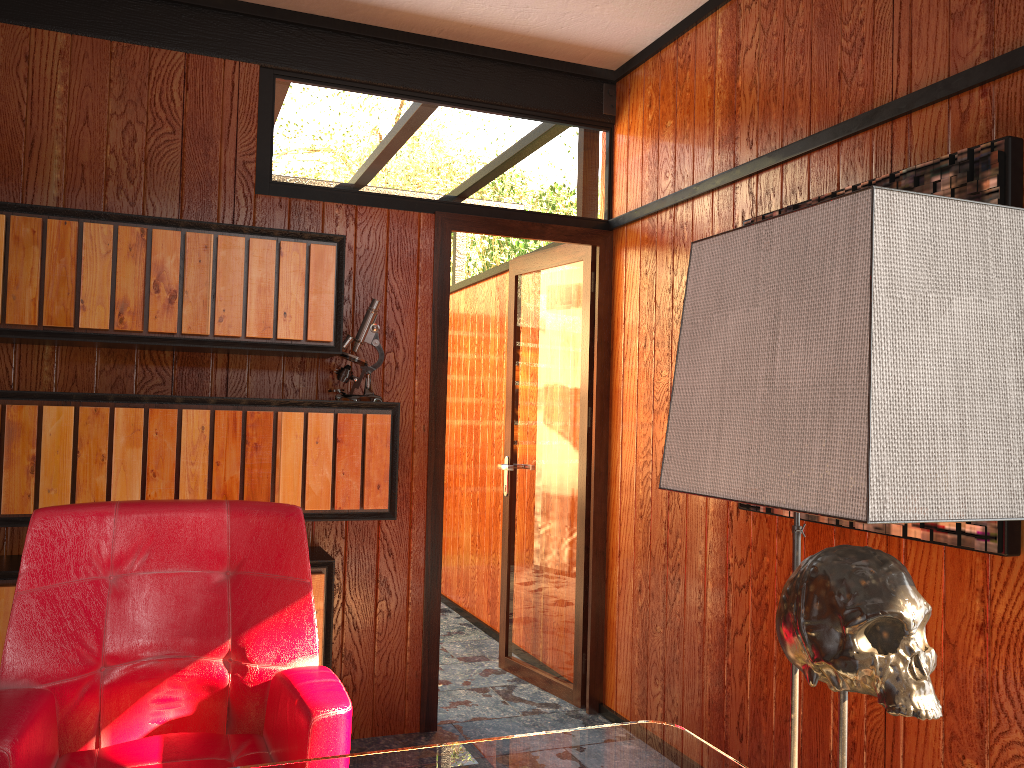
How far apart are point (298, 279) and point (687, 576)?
1.62m

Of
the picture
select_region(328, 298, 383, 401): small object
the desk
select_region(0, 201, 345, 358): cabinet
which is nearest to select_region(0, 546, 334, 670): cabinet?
select_region(328, 298, 383, 401): small object

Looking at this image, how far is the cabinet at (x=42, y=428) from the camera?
2.55m

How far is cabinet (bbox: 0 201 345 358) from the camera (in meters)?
2.56

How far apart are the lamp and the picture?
1.1 meters

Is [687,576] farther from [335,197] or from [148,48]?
[148,48]

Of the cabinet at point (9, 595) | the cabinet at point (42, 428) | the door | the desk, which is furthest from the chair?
the door

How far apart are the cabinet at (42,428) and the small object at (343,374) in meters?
0.0 m

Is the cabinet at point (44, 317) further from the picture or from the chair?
the picture

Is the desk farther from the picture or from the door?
the door
